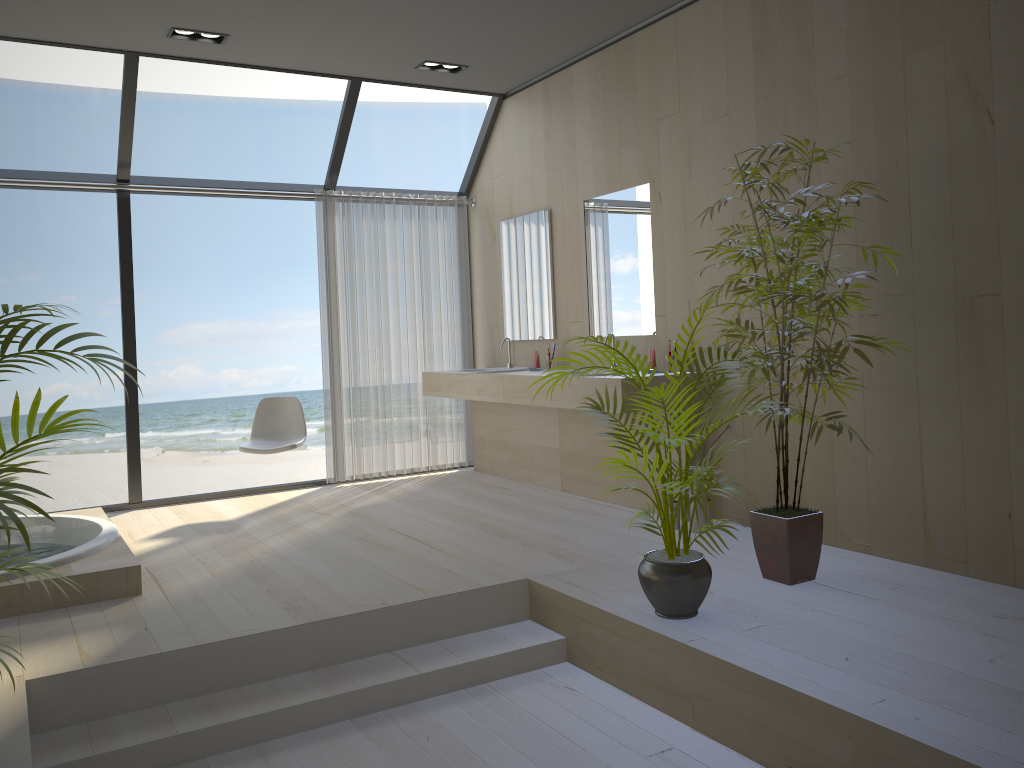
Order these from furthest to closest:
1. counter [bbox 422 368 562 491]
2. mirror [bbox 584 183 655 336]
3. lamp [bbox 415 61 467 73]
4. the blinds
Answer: the blinds → counter [bbox 422 368 562 491] → lamp [bbox 415 61 467 73] → mirror [bbox 584 183 655 336]

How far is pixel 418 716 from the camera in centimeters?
306cm

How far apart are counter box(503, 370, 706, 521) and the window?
1.7 meters

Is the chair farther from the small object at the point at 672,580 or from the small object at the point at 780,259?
the small object at the point at 780,259

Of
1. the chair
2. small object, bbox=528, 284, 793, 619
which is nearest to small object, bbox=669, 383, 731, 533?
small object, bbox=528, 284, 793, 619

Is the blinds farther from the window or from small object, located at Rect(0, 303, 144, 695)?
small object, located at Rect(0, 303, 144, 695)

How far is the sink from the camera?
6.1m

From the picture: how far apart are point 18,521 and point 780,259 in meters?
2.7 m

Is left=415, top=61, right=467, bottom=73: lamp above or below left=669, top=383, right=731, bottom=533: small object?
above

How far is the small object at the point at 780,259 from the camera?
3.37m
